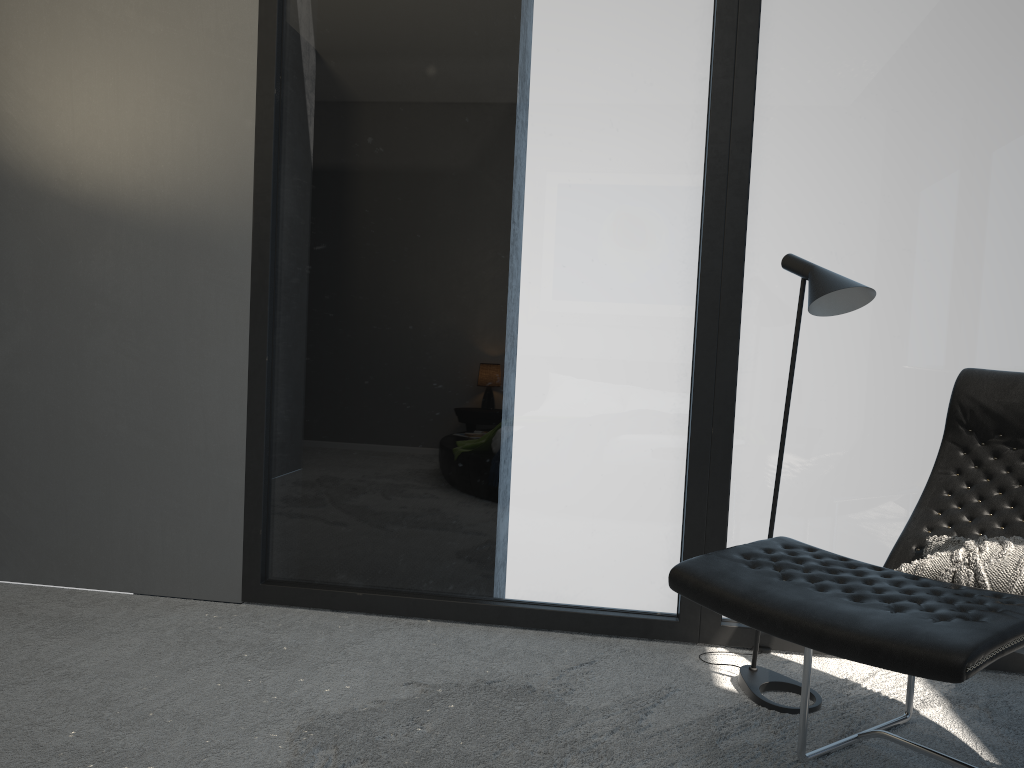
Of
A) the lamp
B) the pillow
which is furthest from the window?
the pillow

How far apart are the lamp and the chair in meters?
0.2 m

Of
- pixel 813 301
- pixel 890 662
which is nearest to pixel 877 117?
pixel 813 301

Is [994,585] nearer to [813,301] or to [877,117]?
[813,301]

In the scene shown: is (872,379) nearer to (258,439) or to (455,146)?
(455,146)

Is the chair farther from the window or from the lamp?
the window

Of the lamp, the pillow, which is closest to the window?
the lamp

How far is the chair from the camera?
1.5m

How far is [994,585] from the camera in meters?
2.0 m

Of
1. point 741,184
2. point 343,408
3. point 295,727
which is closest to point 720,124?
point 741,184
